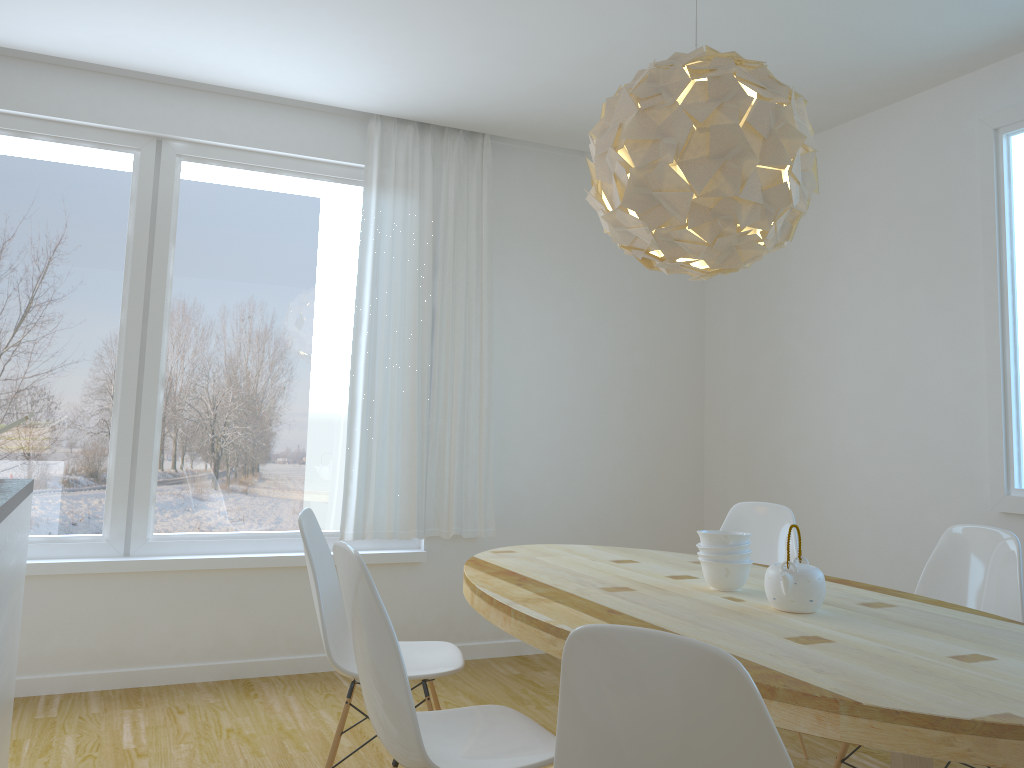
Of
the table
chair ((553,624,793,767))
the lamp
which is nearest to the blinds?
the table

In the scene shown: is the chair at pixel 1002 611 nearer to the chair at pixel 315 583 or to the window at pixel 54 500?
the chair at pixel 315 583

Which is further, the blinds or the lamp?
the blinds

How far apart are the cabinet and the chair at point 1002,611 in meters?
2.4 m

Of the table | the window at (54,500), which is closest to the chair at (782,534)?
the table

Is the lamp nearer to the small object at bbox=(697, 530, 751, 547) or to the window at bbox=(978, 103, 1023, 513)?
the small object at bbox=(697, 530, 751, 547)

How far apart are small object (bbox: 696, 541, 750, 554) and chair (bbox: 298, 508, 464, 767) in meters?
0.8

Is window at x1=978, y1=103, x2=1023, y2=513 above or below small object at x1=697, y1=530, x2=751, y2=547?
above

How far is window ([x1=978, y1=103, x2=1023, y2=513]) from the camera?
3.4 meters

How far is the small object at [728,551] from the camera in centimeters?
246cm
